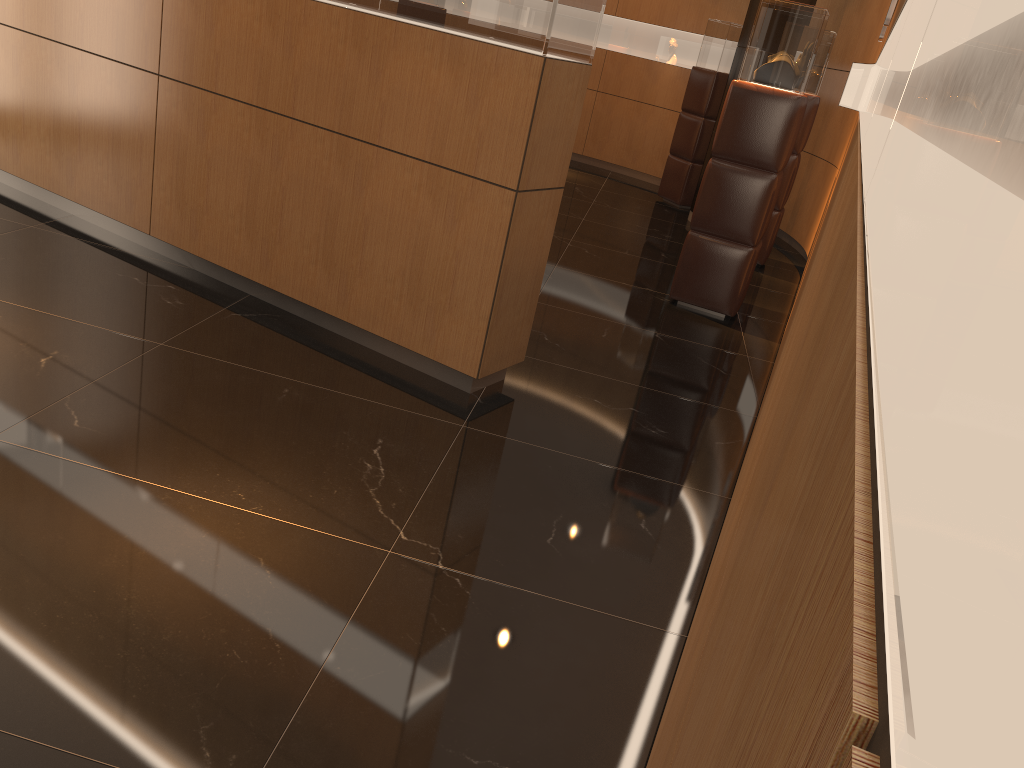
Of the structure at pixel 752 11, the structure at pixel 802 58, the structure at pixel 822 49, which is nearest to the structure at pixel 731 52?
the structure at pixel 752 11

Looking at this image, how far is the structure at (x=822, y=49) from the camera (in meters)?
7.23

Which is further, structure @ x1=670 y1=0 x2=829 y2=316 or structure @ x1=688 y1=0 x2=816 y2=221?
structure @ x1=688 y1=0 x2=816 y2=221

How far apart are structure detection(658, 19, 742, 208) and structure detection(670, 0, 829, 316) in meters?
4.2 m

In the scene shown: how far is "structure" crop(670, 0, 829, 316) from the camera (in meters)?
5.42

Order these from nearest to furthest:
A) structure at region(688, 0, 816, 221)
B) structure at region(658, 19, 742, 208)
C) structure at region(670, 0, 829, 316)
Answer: structure at region(670, 0, 829, 316) → structure at region(688, 0, 816, 221) → structure at region(658, 19, 742, 208)

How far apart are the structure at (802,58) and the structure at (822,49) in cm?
188

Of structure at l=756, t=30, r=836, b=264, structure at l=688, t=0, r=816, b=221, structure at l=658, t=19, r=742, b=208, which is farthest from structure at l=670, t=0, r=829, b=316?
structure at l=658, t=19, r=742, b=208

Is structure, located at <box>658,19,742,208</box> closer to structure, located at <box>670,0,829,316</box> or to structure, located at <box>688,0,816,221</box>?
structure, located at <box>688,0,816,221</box>

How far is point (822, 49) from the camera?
7.23m
